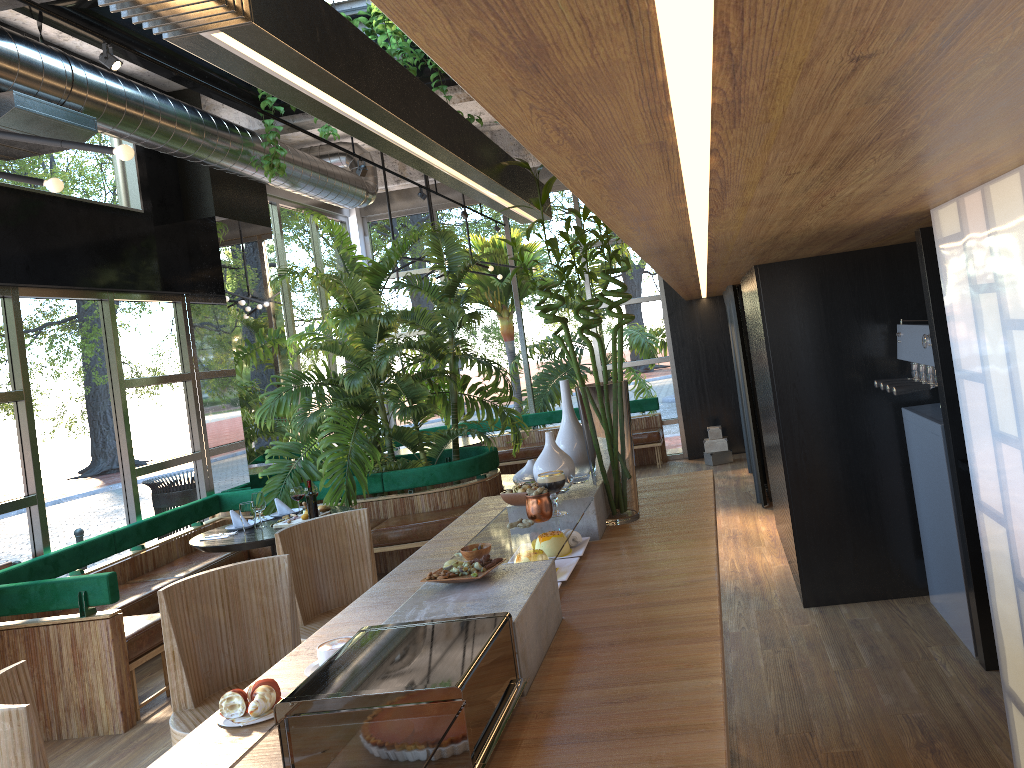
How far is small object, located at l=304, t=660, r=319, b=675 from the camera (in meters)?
2.11

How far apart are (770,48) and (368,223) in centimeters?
1170cm

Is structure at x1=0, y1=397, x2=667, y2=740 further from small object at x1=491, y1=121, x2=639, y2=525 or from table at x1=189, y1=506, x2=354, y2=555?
small object at x1=491, y1=121, x2=639, y2=525

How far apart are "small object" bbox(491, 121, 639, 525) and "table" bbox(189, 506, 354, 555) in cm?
328

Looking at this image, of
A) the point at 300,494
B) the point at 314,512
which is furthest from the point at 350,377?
the point at 314,512

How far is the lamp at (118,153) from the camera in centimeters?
311cm

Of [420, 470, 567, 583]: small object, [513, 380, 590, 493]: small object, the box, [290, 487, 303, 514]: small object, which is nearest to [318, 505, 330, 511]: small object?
[290, 487, 303, 514]: small object

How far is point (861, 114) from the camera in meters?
1.3

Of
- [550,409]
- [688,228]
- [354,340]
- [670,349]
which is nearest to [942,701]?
[688,228]

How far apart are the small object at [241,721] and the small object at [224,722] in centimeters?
2cm
